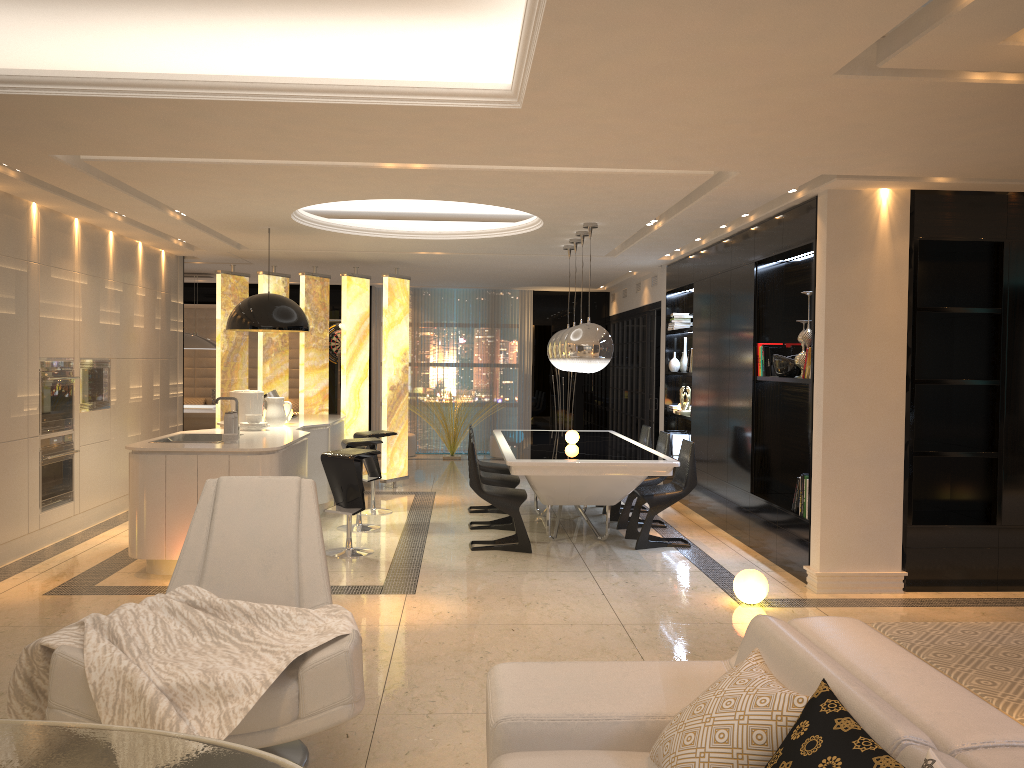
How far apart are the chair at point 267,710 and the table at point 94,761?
0.7 meters

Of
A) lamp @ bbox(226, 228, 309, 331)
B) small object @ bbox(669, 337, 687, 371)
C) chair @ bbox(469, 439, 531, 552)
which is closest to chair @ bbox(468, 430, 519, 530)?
chair @ bbox(469, 439, 531, 552)

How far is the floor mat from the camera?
4.1 meters

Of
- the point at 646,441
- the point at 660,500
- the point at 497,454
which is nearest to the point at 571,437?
the point at 660,500

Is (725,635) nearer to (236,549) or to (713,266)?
(236,549)

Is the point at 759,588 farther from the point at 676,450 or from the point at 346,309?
the point at 346,309

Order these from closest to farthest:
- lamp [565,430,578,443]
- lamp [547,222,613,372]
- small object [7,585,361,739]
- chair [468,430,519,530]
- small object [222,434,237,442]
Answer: small object [7,585,361,739], small object [222,434,237,442], lamp [547,222,613,372], chair [468,430,519,530], lamp [565,430,578,443]

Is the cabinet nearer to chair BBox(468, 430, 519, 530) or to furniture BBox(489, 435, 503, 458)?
chair BBox(468, 430, 519, 530)

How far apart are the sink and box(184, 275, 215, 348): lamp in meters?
5.1 m

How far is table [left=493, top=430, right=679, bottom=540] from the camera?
6.5 meters
